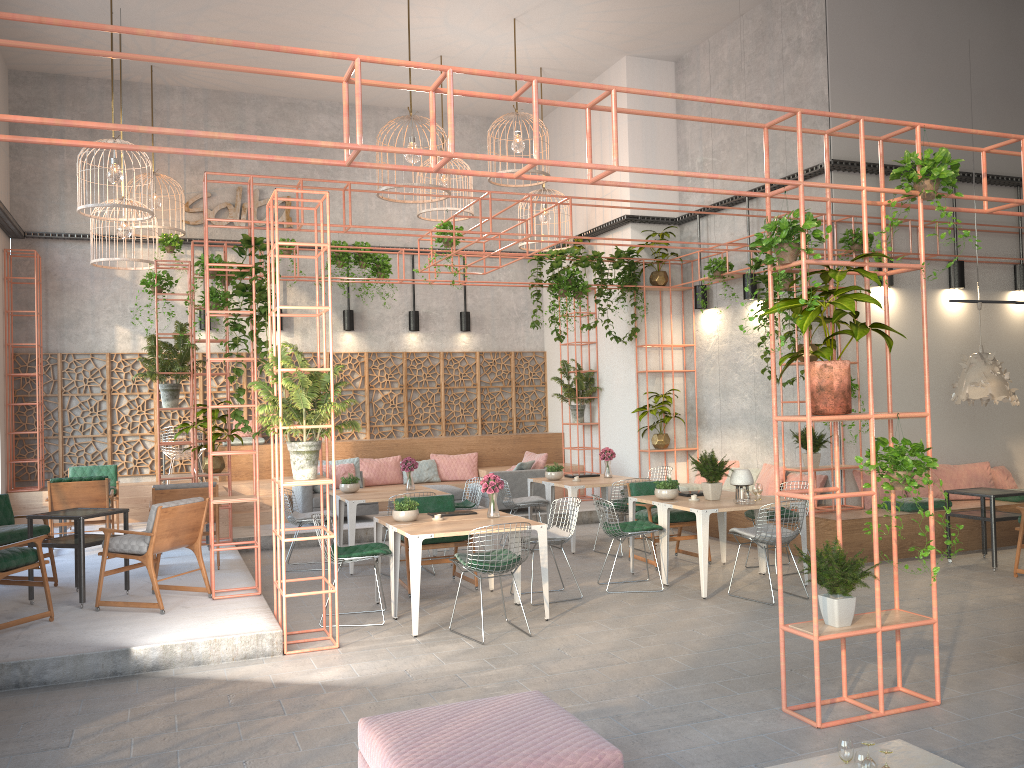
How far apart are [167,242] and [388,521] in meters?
7.8

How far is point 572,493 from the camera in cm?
1089

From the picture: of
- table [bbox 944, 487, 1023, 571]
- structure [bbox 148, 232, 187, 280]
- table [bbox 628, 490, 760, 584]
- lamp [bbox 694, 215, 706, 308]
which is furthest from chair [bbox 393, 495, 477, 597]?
structure [bbox 148, 232, 187, 280]

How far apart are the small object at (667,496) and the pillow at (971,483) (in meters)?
4.31

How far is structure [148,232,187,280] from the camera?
13.7m

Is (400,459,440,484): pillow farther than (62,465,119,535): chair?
Yes

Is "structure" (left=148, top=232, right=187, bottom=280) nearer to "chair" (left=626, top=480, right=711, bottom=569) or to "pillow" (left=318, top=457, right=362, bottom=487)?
"pillow" (left=318, top=457, right=362, bottom=487)

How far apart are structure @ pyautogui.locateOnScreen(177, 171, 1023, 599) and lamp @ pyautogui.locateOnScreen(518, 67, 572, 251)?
1.00m

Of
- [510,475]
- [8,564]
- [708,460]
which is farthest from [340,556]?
[510,475]

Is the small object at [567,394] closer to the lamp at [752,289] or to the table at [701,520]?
the lamp at [752,289]
